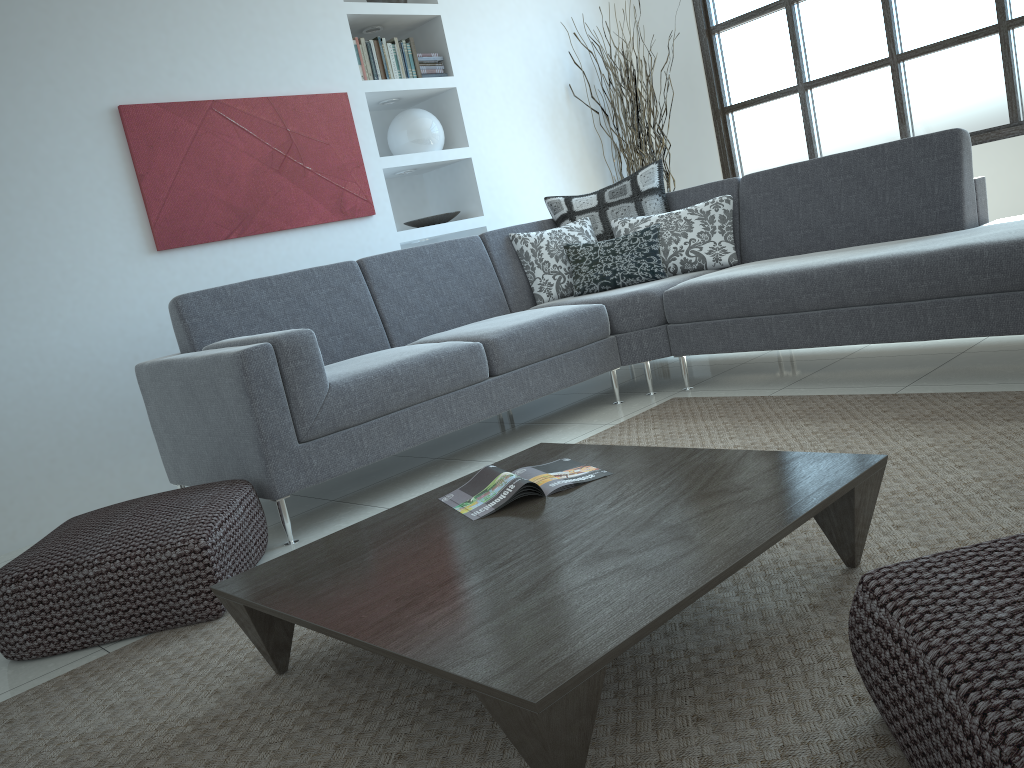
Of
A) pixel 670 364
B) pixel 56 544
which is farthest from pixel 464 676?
pixel 670 364

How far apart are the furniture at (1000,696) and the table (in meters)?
0.20

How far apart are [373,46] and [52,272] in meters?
2.1

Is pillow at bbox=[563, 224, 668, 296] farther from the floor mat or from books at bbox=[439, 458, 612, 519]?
books at bbox=[439, 458, 612, 519]

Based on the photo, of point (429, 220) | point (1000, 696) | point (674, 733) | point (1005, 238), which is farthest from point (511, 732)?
point (429, 220)

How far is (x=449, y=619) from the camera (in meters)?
1.44

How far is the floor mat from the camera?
1.4 meters

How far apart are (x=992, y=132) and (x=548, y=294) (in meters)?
2.66

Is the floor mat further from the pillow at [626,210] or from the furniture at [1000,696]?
the pillow at [626,210]

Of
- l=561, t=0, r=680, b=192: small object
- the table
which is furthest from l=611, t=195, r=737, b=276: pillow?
the table
